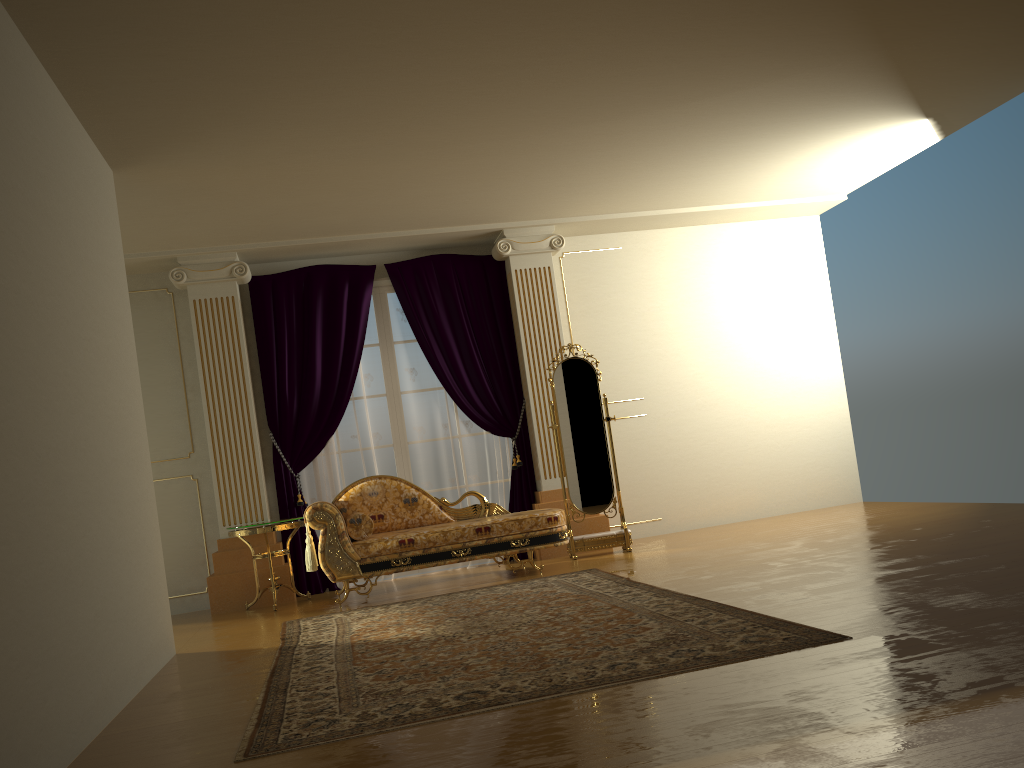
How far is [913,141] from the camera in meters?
6.8 m

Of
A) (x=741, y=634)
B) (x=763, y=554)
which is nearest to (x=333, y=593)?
(x=763, y=554)

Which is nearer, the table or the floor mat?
the floor mat

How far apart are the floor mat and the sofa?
0.4 meters

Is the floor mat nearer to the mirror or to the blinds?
the mirror

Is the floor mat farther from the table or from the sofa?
the table

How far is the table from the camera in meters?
6.2 m

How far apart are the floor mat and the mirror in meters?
0.9 m

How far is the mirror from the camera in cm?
686

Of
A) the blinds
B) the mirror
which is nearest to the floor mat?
the mirror
